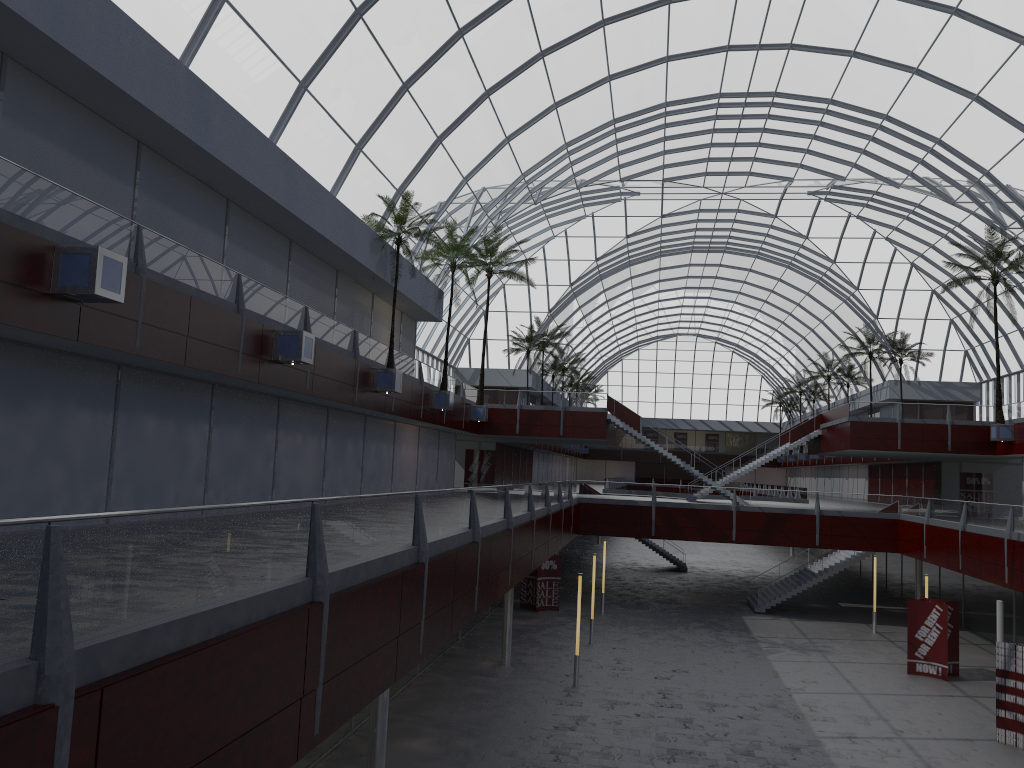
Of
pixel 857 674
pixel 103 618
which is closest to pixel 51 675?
pixel 103 618
